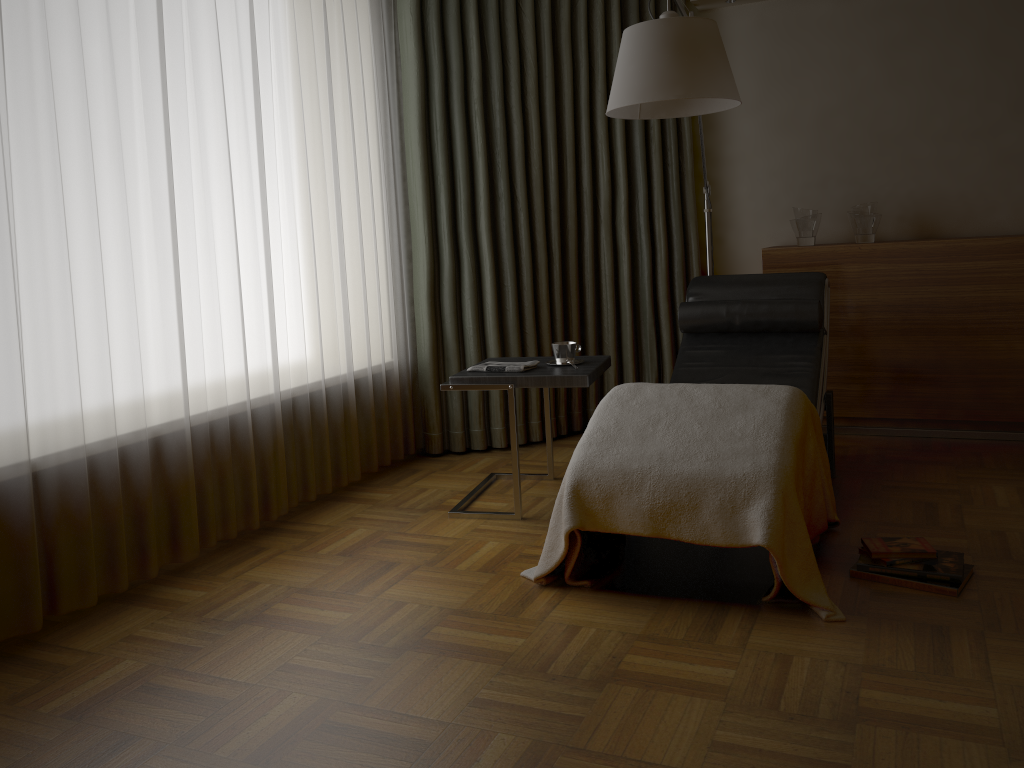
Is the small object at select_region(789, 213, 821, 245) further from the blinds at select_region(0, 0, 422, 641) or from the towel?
the blinds at select_region(0, 0, 422, 641)

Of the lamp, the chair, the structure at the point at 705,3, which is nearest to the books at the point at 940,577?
the chair

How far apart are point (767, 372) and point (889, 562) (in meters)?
1.09

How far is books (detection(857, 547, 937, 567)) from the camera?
2.5 meters

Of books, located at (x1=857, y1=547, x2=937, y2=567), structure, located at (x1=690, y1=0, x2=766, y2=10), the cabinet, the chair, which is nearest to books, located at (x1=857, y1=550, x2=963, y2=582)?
books, located at (x1=857, y1=547, x2=937, y2=567)

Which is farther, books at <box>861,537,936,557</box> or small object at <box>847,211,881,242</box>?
small object at <box>847,211,881,242</box>

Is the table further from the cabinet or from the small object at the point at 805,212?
the small object at the point at 805,212

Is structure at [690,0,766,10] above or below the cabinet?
above

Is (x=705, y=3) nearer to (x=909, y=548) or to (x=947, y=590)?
(x=909, y=548)

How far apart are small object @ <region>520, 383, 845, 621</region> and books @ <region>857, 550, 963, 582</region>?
0.15m
